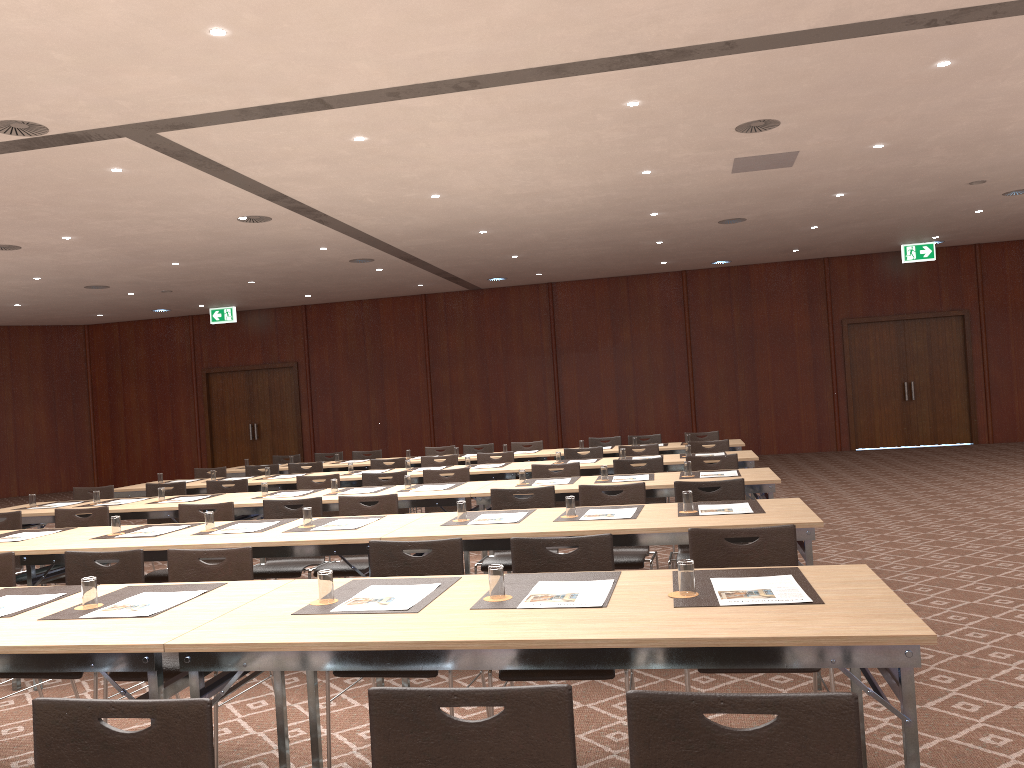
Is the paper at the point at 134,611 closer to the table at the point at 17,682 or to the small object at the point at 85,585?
the small object at the point at 85,585

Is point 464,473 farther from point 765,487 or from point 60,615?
point 60,615

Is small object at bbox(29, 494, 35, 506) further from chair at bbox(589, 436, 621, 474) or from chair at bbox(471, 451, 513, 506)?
chair at bbox(589, 436, 621, 474)

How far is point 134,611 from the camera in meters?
3.3

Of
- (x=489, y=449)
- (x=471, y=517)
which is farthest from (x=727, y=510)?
(x=489, y=449)

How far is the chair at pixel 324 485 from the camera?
8.3 meters

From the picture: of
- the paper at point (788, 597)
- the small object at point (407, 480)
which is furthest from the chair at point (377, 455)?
the paper at point (788, 597)

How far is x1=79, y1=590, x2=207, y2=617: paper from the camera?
3.3m

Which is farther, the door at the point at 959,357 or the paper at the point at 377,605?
the door at the point at 959,357

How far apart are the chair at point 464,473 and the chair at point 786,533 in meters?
4.4 m
